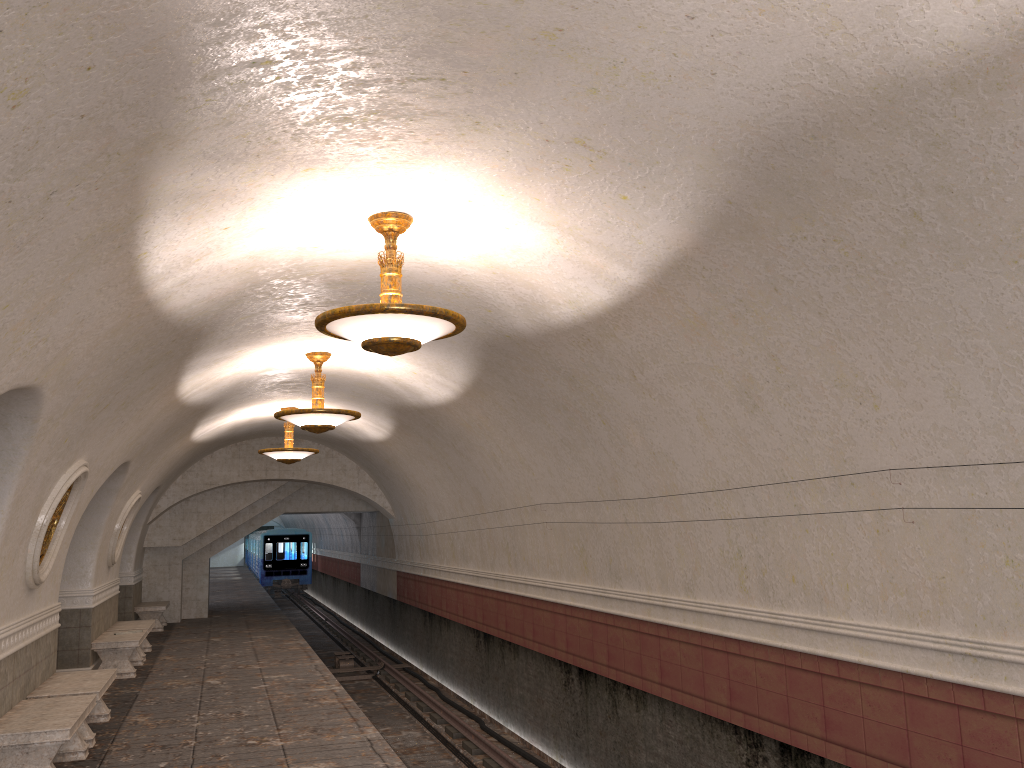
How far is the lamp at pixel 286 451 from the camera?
14.6 meters

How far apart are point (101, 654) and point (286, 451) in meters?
4.1

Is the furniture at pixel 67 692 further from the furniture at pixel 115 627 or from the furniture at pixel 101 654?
the furniture at pixel 115 627

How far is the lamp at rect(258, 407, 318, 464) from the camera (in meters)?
14.61

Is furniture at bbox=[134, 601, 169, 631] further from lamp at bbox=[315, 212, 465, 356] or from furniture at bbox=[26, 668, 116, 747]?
lamp at bbox=[315, 212, 465, 356]

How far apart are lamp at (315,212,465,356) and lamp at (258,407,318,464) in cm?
888

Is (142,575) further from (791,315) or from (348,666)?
(791,315)

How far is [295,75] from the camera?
3.87m

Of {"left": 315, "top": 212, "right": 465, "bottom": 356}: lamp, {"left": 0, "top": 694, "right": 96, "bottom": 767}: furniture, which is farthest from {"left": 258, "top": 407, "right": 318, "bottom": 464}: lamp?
{"left": 315, "top": 212, "right": 465, "bottom": 356}: lamp

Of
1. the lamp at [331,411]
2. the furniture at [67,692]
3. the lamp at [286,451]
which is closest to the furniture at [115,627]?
the lamp at [286,451]
